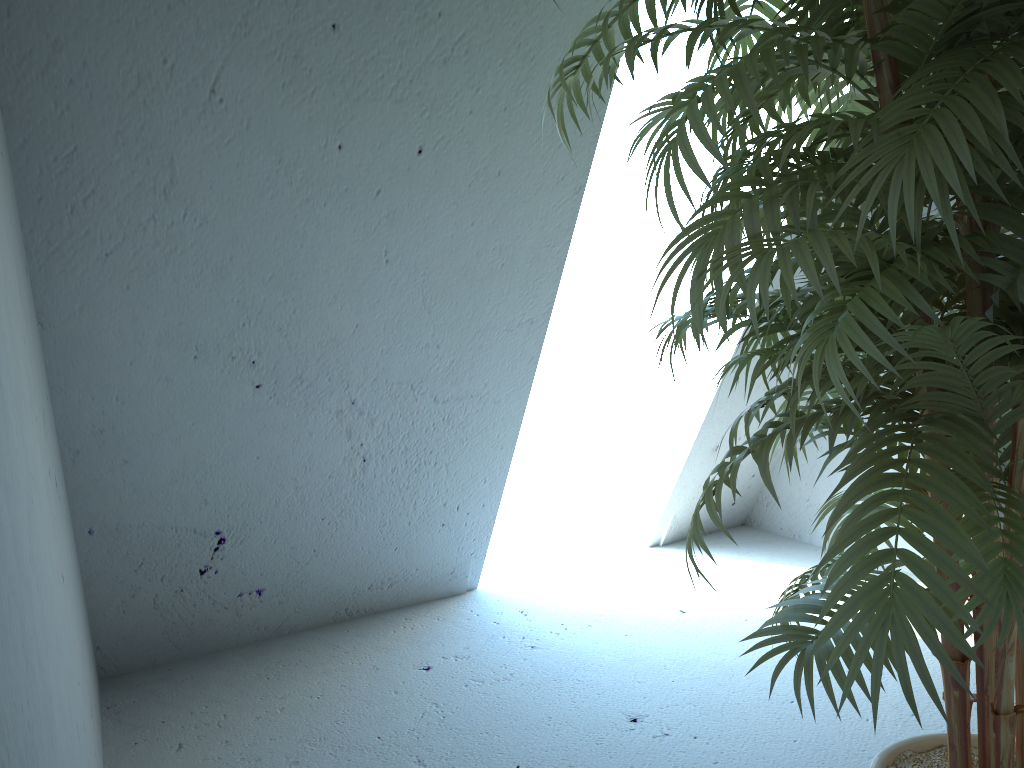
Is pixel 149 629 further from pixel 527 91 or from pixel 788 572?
pixel 788 572

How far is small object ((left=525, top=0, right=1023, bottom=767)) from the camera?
0.8m

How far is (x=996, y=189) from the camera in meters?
0.8

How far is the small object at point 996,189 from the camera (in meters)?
0.84

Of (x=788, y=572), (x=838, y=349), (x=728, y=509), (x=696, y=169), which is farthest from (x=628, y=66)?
(x=728, y=509)
